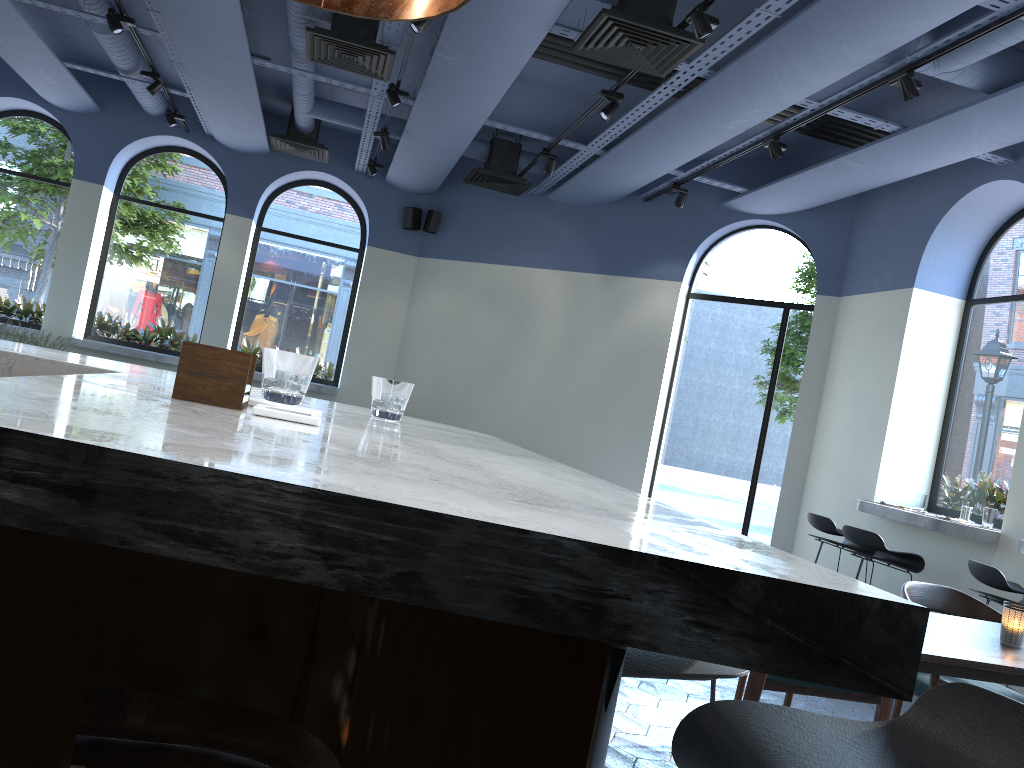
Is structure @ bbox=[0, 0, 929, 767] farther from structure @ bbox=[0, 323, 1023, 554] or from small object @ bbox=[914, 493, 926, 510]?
small object @ bbox=[914, 493, 926, 510]

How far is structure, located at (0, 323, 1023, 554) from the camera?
5.55m

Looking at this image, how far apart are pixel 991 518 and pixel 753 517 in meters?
2.6

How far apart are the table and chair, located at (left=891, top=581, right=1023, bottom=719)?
0.3 meters

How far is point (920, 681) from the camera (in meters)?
3.40

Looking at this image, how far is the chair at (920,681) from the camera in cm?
340

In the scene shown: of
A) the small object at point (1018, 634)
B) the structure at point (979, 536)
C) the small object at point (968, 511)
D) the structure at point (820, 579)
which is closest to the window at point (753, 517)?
the structure at point (979, 536)

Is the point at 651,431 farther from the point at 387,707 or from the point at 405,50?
the point at 387,707

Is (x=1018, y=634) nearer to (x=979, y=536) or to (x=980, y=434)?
(x=979, y=536)

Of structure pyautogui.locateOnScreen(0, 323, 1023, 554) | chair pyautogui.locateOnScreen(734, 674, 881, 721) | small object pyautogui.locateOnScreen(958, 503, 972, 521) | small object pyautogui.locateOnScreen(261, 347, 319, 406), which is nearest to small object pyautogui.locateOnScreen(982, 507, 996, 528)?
structure pyautogui.locateOnScreen(0, 323, 1023, 554)
